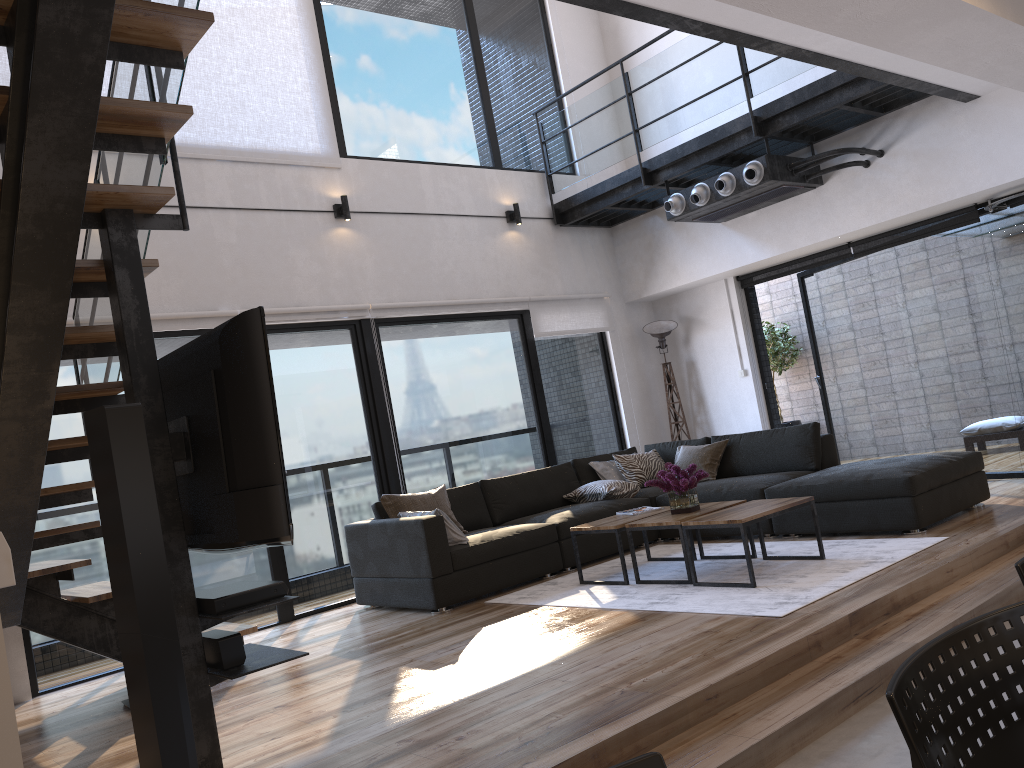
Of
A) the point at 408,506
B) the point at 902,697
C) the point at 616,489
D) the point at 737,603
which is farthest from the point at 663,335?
the point at 902,697

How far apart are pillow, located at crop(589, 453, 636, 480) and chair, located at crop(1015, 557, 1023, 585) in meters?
5.5

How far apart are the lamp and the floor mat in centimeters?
250cm

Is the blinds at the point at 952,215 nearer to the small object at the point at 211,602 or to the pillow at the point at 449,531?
the pillow at the point at 449,531

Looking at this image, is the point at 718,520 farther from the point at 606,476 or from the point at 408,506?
the point at 606,476

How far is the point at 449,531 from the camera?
5.51m

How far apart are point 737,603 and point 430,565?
1.91m

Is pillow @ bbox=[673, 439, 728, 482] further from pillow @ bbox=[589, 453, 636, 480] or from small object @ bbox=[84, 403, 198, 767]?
small object @ bbox=[84, 403, 198, 767]

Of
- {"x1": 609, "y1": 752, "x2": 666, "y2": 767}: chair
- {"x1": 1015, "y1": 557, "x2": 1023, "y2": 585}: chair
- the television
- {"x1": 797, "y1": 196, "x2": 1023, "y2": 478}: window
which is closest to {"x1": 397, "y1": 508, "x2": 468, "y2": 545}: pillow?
the television

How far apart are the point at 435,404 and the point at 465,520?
1.1m
